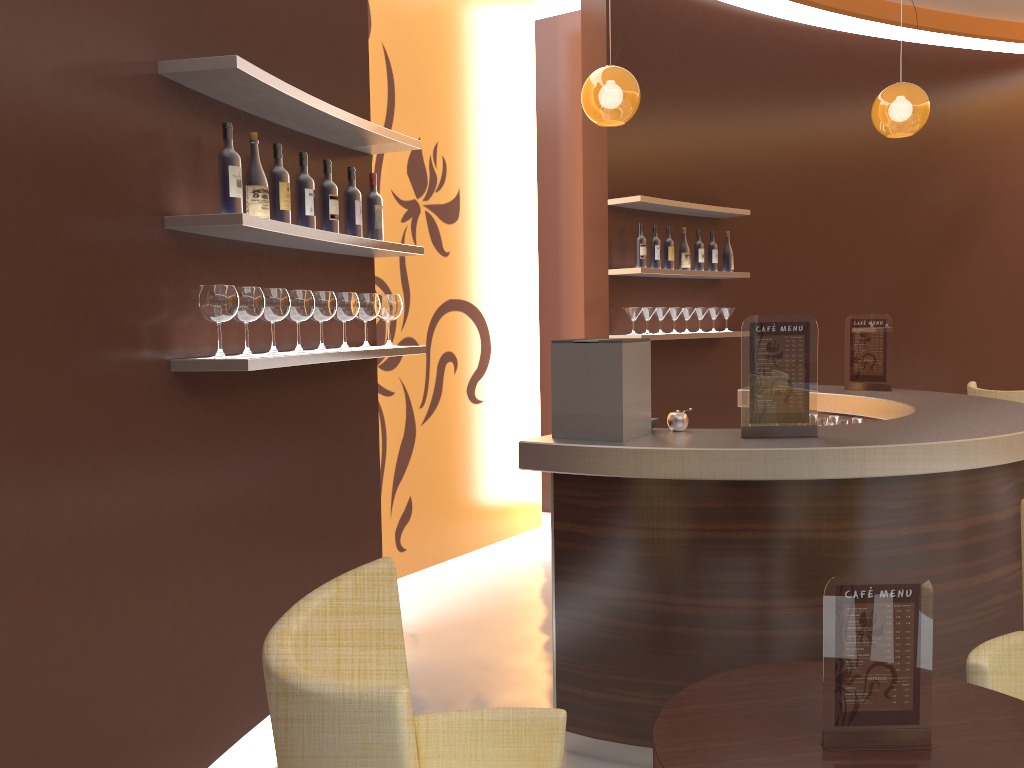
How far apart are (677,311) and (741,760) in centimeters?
455cm

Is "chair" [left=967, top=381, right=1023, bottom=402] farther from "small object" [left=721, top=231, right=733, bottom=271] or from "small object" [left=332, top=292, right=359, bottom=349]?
"small object" [left=332, top=292, right=359, bottom=349]

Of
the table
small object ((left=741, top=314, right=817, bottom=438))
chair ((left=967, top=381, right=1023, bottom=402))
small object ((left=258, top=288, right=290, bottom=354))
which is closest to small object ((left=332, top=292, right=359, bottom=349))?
small object ((left=258, top=288, right=290, bottom=354))

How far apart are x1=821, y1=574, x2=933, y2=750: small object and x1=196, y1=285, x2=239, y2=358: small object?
1.84m

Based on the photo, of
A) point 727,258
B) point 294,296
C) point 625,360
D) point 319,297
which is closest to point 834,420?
point 727,258

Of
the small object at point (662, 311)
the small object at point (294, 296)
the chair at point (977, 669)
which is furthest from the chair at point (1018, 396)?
the small object at point (294, 296)

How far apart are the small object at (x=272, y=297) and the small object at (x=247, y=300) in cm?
11

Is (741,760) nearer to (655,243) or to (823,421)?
(823,421)

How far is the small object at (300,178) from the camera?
3.2 meters

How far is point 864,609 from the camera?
1.69m
